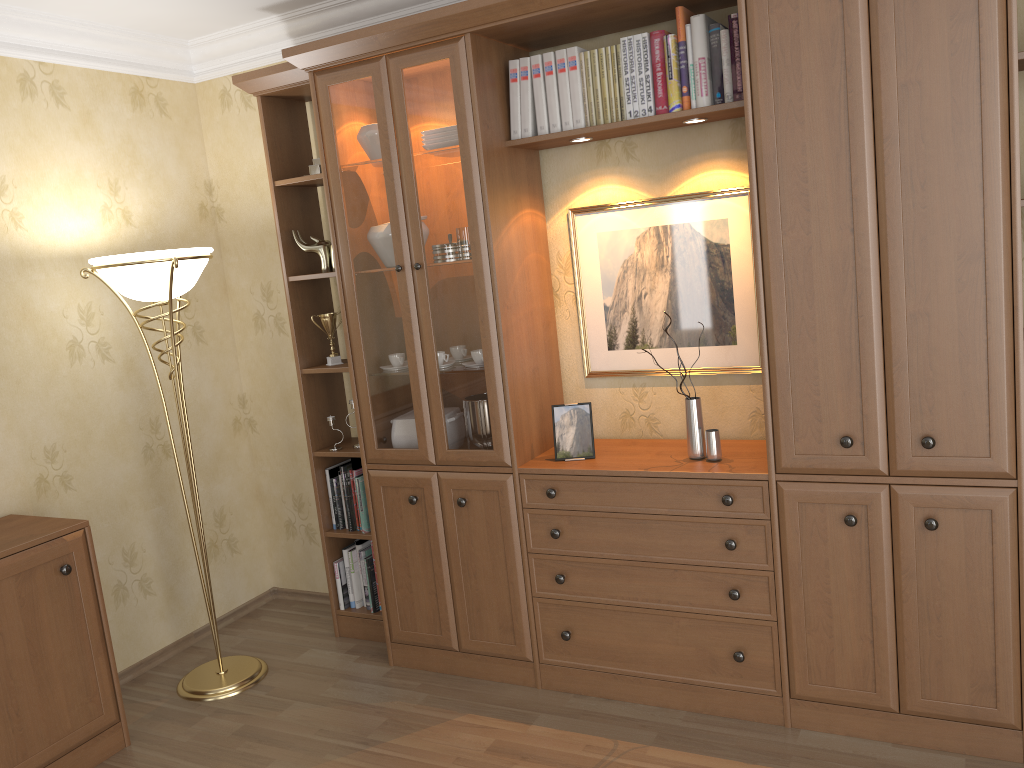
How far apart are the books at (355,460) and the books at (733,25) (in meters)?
2.03

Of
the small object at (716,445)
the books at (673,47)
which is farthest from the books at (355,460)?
the books at (673,47)

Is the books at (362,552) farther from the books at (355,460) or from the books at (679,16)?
the books at (679,16)

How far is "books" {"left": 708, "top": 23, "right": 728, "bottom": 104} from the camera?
2.7m

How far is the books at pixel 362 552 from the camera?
3.73m

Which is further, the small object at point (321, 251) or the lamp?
the small object at point (321, 251)

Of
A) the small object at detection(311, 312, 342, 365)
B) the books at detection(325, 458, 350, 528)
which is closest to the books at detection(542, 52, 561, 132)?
the small object at detection(311, 312, 342, 365)

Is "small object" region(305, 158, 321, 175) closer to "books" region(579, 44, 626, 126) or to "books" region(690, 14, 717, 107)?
"books" region(579, 44, 626, 126)

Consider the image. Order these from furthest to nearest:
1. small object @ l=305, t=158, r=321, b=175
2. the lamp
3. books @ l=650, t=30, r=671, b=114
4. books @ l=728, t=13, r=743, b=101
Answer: small object @ l=305, t=158, r=321, b=175 → the lamp → books @ l=650, t=30, r=671, b=114 → books @ l=728, t=13, r=743, b=101

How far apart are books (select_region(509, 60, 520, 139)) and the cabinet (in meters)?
1.96
